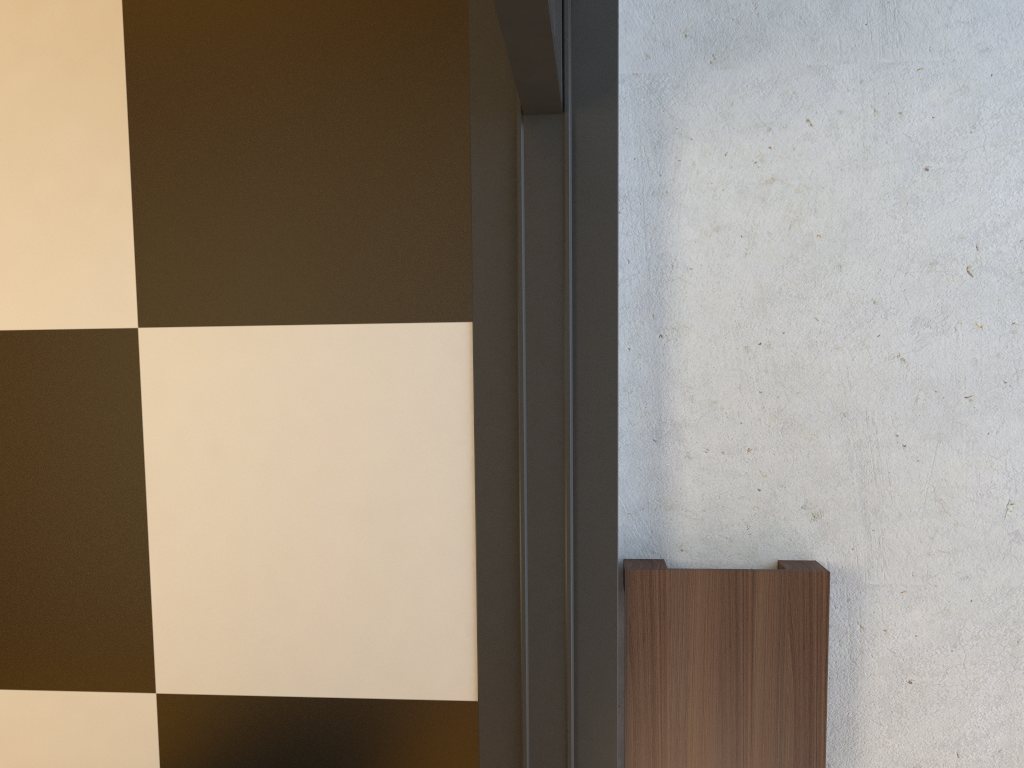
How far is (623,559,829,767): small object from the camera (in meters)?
1.50

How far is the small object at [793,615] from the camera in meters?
1.5

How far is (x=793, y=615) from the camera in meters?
1.5

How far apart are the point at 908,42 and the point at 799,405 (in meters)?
0.67
